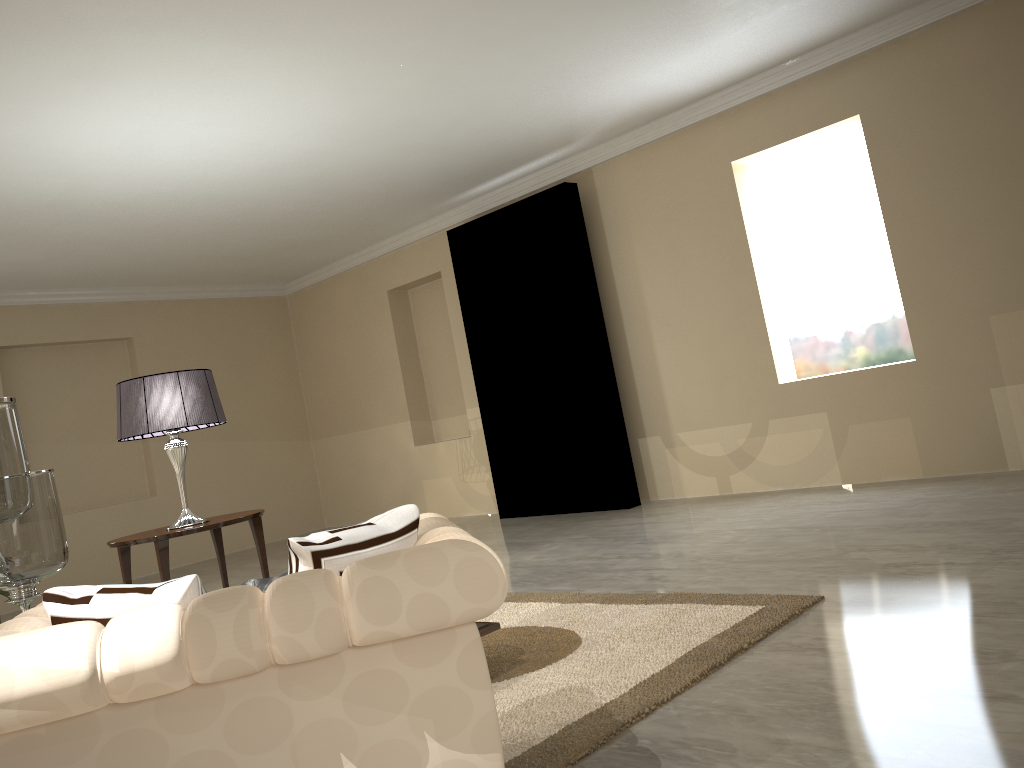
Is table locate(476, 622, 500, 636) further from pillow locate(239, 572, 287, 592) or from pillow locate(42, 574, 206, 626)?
pillow locate(42, 574, 206, 626)

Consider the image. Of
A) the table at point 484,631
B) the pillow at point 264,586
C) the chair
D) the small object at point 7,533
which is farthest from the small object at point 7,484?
the table at point 484,631

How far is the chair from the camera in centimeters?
127cm

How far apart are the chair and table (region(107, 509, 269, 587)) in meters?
2.2 m

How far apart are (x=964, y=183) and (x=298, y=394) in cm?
600

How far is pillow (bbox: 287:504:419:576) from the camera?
1.4 meters

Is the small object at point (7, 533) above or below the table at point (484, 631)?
above

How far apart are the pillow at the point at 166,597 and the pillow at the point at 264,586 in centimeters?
15cm

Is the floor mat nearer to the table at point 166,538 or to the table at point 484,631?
the table at point 484,631

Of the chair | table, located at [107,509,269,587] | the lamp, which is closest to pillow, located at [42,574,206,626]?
the chair
